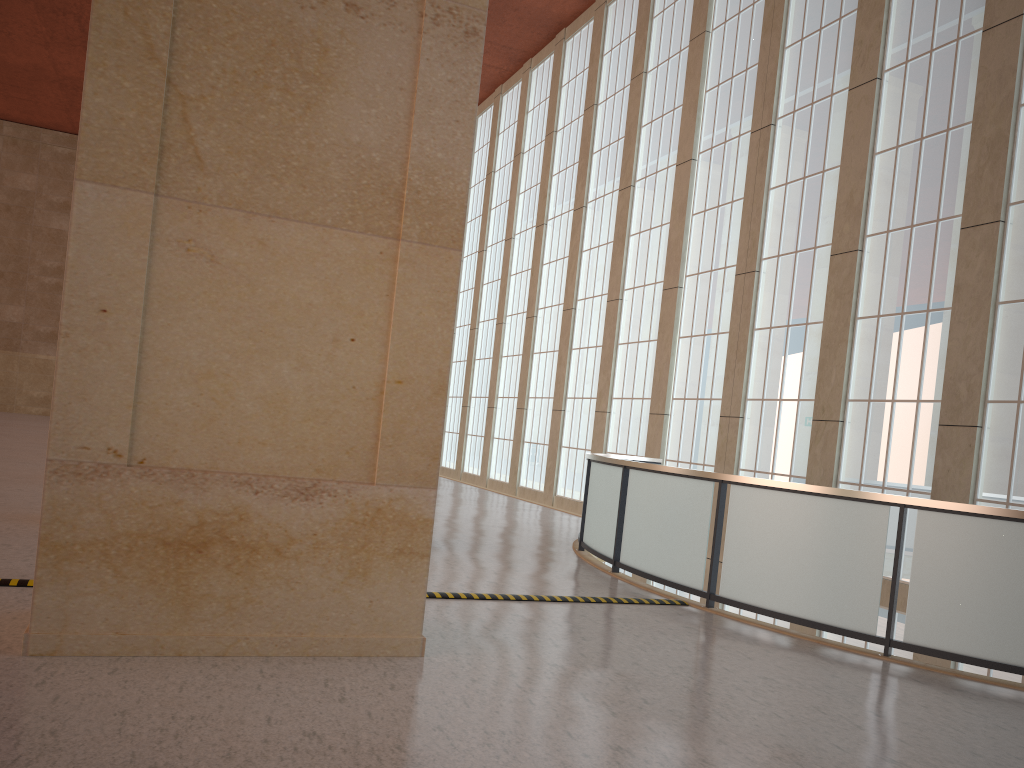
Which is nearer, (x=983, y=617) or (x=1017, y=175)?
(x=983, y=617)

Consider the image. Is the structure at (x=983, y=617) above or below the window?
below

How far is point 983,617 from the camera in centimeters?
898cm

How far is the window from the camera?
15.1 meters

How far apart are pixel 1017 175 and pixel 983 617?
9.35m

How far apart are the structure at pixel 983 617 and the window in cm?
246

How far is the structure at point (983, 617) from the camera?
9.0m

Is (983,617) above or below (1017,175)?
below

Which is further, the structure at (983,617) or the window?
the window
